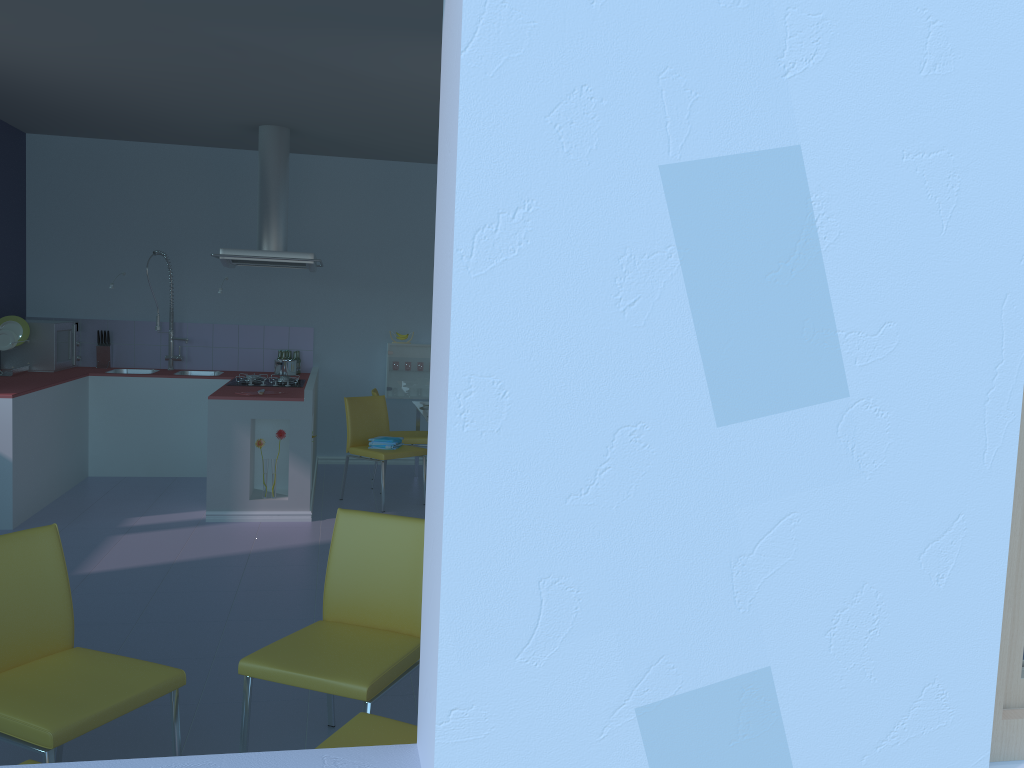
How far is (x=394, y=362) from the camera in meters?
7.2 m

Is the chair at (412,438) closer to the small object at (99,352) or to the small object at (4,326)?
the small object at (99,352)

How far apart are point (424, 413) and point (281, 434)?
1.14m

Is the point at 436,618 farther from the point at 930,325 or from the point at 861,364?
the point at 930,325

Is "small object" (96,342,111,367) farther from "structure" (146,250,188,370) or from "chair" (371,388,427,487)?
"chair" (371,388,427,487)

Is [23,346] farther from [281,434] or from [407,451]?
[407,451]

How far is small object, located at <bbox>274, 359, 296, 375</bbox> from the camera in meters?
6.3

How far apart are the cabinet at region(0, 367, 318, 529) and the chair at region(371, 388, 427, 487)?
0.5m

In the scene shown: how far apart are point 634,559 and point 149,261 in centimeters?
667cm

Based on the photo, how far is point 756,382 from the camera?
1.1m
